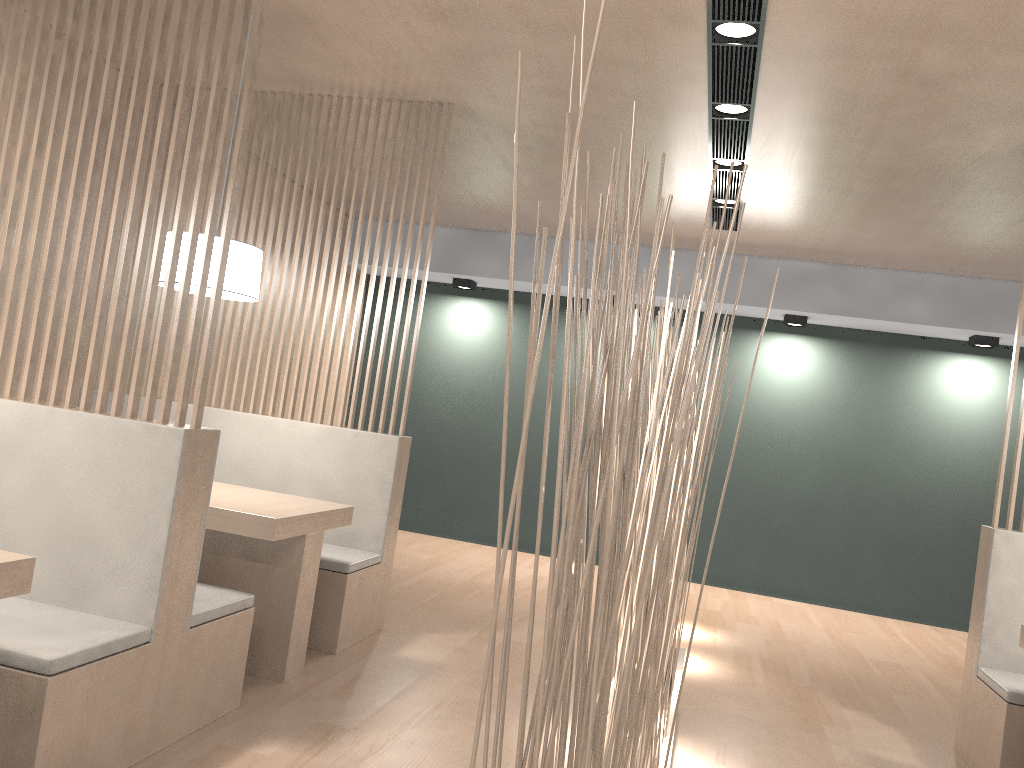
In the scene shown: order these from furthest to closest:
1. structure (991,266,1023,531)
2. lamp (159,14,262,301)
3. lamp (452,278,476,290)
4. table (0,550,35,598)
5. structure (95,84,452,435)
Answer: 1. lamp (452,278,476,290)
2. structure (95,84,452,435)
3. structure (991,266,1023,531)
4. lamp (159,14,262,301)
5. table (0,550,35,598)

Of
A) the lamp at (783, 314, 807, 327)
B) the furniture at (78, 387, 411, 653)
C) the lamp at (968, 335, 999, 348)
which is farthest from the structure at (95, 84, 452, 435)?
A: the lamp at (968, 335, 999, 348)

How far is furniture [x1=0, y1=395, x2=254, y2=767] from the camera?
1.3 meters

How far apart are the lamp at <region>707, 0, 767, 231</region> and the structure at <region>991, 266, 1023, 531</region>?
0.9m

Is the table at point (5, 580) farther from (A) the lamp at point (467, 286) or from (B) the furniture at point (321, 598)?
(A) the lamp at point (467, 286)

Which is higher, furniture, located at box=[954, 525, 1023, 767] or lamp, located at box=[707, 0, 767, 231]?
lamp, located at box=[707, 0, 767, 231]

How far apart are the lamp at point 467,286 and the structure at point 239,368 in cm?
185

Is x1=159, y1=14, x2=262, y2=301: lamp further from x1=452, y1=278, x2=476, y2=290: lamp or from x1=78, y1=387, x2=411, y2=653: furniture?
x1=452, y1=278, x2=476, y2=290: lamp

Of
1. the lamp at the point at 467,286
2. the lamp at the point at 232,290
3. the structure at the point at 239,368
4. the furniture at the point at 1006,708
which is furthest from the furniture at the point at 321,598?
the lamp at the point at 467,286

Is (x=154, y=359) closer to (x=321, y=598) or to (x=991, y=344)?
(x=321, y=598)
